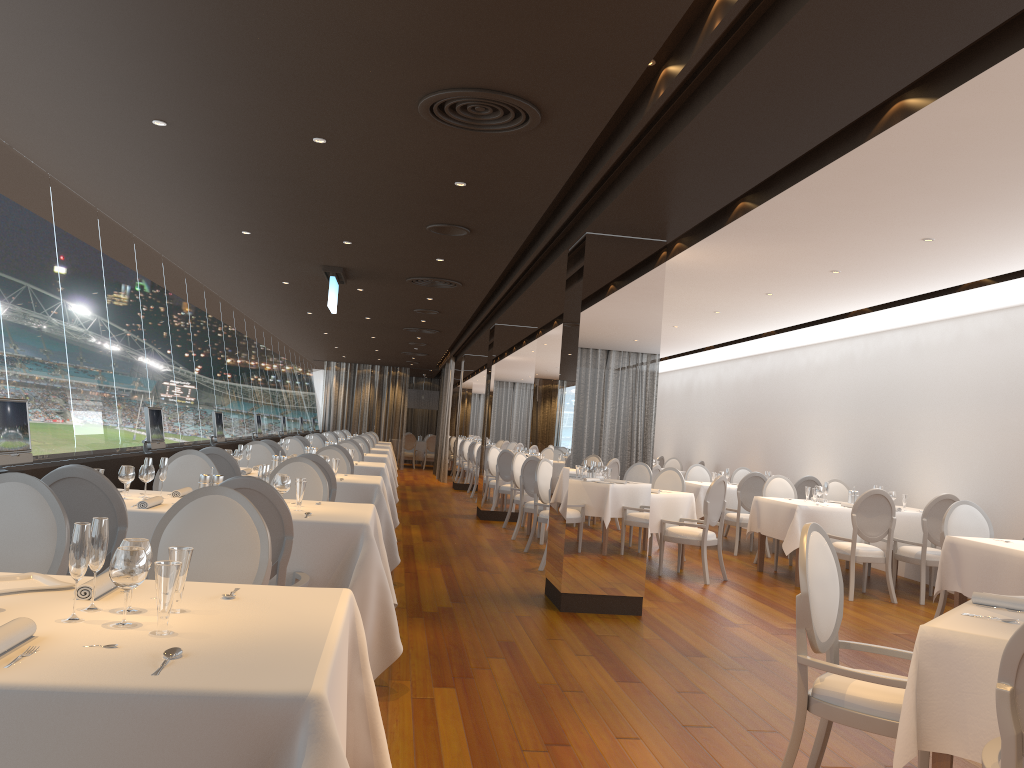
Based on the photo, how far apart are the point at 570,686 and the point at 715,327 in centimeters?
811cm

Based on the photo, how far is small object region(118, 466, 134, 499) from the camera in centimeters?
491cm

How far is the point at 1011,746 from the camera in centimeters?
226cm

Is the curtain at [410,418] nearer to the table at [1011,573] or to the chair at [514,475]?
the chair at [514,475]

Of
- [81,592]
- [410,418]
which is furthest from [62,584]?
[410,418]

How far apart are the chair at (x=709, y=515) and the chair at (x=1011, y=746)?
6.3 meters

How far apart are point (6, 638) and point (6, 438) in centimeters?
350cm

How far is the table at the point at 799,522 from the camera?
9.09m

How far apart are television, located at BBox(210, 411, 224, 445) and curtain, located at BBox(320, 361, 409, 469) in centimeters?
1476cm

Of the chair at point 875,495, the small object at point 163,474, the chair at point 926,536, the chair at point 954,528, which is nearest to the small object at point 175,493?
the small object at point 163,474
